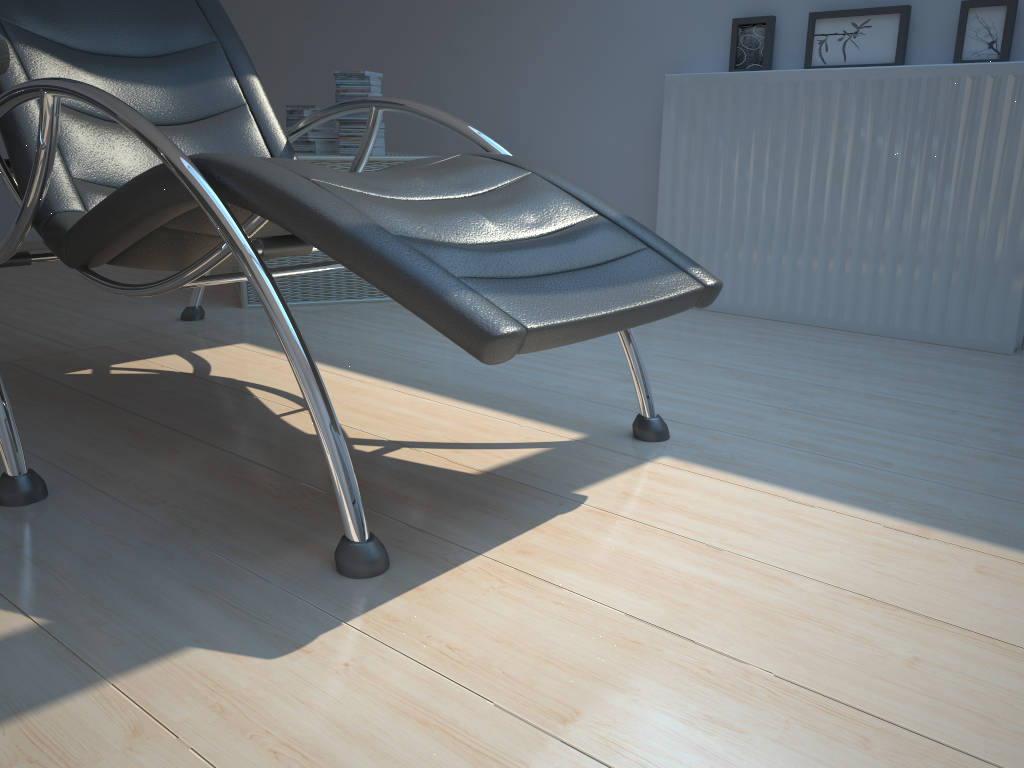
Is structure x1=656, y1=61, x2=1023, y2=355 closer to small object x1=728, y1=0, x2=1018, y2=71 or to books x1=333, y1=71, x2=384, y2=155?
small object x1=728, y1=0, x2=1018, y2=71

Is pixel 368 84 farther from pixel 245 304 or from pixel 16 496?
pixel 16 496

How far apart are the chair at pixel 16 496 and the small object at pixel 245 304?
1.63m

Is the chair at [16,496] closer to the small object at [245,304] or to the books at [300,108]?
the small object at [245,304]

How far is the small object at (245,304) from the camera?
3.0m

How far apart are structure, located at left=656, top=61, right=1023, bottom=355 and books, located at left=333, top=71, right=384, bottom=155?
1.0m

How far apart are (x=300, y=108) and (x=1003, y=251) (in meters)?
2.38

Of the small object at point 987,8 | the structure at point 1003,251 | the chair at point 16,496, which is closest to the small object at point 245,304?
the structure at point 1003,251

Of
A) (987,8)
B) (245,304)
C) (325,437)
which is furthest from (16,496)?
(987,8)

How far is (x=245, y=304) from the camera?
3.0m
